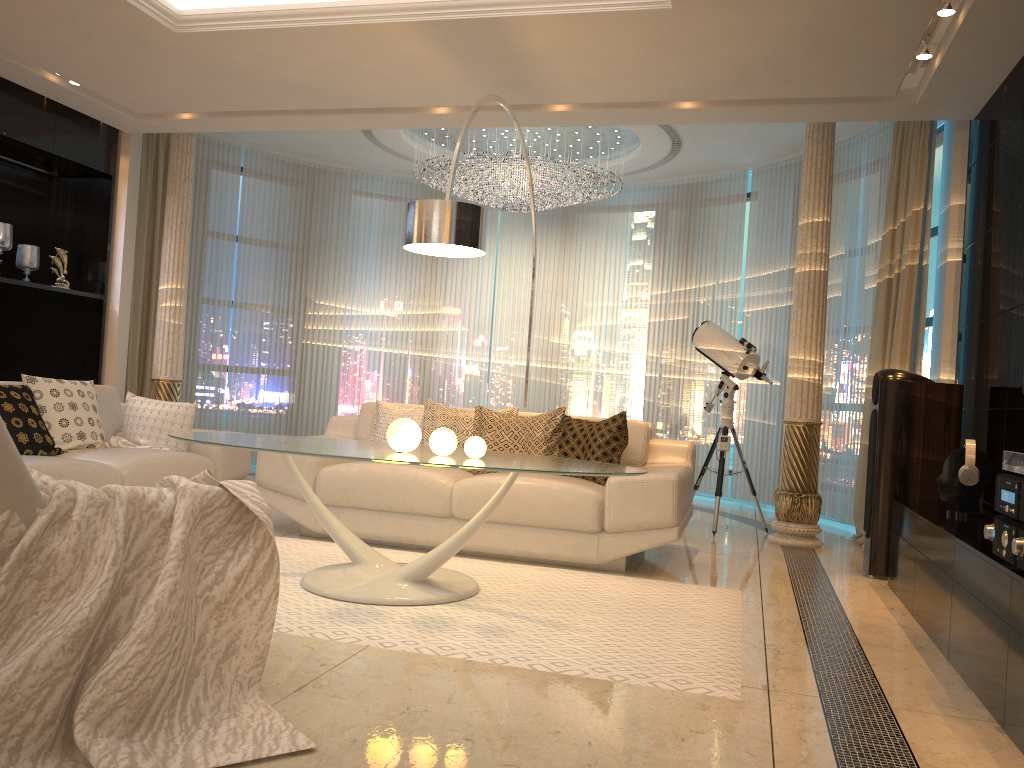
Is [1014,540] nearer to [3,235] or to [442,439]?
[442,439]

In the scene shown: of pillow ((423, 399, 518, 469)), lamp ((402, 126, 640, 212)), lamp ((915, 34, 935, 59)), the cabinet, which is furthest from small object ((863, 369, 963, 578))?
lamp ((402, 126, 640, 212))

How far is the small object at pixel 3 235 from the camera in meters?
6.2

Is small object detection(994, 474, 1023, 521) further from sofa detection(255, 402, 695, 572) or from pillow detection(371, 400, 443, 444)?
pillow detection(371, 400, 443, 444)

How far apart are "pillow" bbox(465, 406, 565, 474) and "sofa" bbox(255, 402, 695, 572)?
0.2m

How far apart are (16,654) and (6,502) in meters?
0.3

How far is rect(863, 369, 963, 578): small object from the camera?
4.66m

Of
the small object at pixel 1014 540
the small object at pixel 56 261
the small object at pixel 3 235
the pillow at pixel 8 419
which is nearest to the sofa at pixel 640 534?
the pillow at pixel 8 419

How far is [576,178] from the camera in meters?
7.4

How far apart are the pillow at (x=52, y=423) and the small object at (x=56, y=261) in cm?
186
